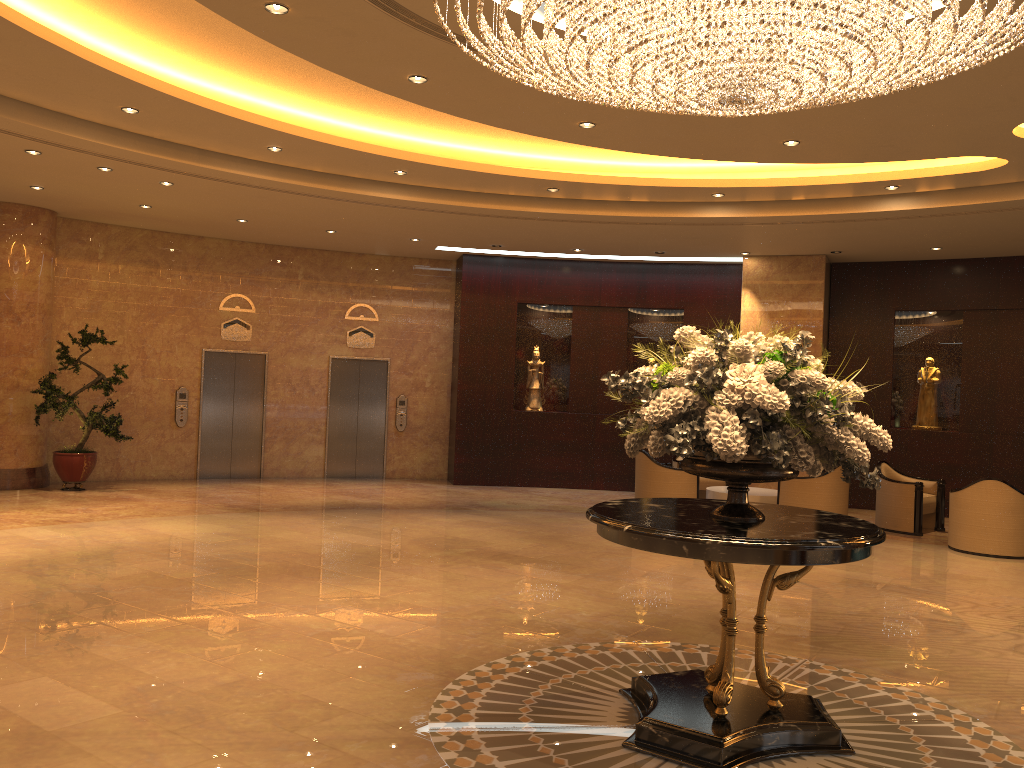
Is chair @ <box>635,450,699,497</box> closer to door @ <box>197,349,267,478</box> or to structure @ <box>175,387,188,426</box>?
door @ <box>197,349,267,478</box>

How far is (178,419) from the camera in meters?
14.3

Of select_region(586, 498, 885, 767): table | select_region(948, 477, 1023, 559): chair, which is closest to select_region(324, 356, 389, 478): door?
select_region(948, 477, 1023, 559): chair

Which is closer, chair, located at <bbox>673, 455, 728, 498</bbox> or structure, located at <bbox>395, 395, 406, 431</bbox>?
chair, located at <bbox>673, 455, 728, 498</bbox>

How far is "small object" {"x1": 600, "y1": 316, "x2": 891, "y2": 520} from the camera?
4.0m

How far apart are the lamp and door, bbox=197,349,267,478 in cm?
1036

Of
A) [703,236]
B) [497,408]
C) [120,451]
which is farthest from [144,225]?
[703,236]

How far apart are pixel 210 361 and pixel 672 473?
7.7m

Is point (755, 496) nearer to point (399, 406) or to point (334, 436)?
point (399, 406)

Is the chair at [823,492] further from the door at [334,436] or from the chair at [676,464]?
the door at [334,436]
